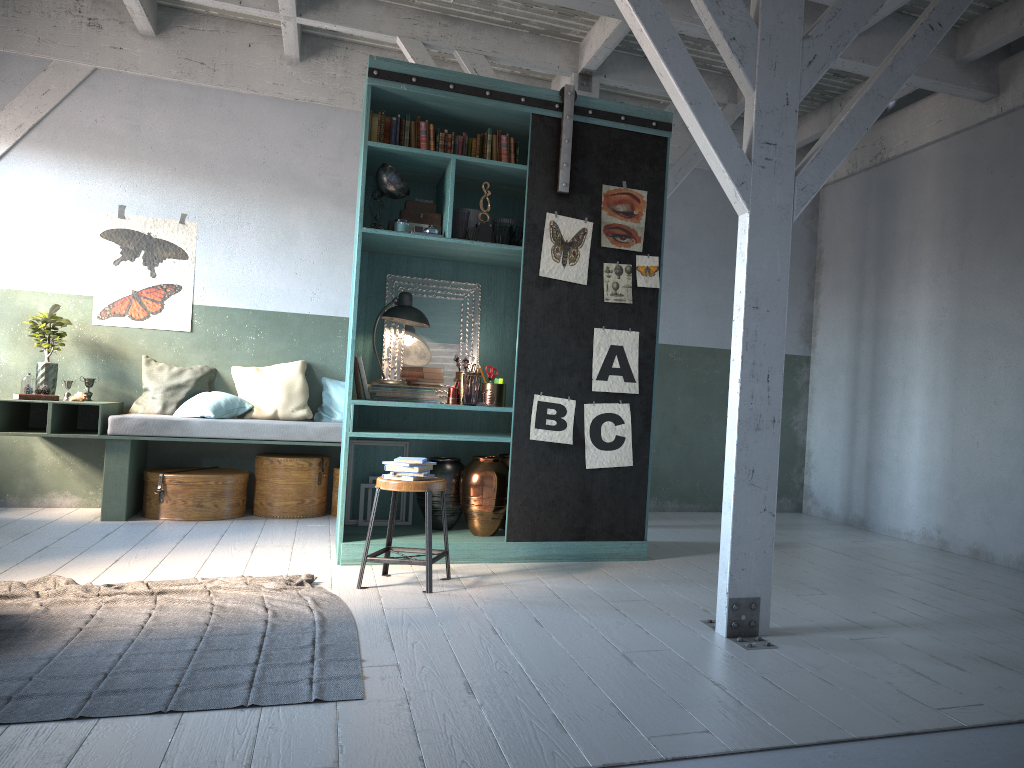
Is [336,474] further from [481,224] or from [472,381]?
[481,224]

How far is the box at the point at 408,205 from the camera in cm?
639

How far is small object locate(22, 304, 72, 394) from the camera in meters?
7.7 m

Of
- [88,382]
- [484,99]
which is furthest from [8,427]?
[484,99]

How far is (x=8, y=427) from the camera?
7.5 meters

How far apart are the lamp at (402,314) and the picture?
1.0 meters

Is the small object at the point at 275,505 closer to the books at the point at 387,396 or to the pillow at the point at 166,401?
the pillow at the point at 166,401

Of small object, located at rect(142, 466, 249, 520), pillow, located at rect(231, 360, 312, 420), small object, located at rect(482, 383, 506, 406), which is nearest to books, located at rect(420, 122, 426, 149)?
small object, located at rect(482, 383, 506, 406)

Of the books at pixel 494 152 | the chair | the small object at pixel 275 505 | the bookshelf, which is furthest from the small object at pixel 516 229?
the small object at pixel 275 505

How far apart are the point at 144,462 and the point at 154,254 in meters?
2.0 m
